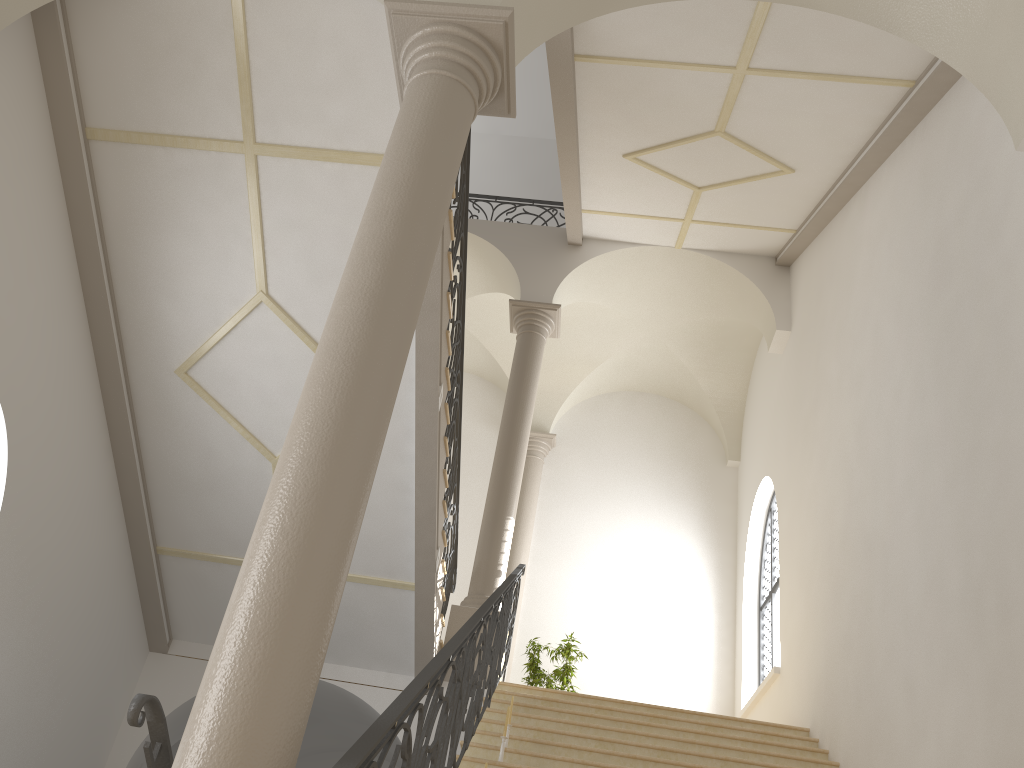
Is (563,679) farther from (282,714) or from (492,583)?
(282,714)

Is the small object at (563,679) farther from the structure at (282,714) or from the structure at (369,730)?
the structure at (282,714)

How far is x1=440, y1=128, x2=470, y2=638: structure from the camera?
7.8m

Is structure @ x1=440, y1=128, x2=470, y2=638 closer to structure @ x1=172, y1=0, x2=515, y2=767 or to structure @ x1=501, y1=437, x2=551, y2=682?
structure @ x1=172, y1=0, x2=515, y2=767

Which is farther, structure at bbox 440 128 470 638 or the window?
the window

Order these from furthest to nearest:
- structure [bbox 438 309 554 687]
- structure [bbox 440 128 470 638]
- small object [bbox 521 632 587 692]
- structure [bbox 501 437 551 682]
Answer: structure [bbox 501 437 551 682] < small object [bbox 521 632 587 692] < structure [bbox 438 309 554 687] < structure [bbox 440 128 470 638]

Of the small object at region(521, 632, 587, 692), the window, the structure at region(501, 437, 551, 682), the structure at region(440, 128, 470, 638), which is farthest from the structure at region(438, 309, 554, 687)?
the window

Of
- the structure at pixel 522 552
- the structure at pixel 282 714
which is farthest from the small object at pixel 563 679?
the structure at pixel 282 714

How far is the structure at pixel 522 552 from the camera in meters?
13.4 m

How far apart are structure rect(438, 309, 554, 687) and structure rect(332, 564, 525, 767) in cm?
29
